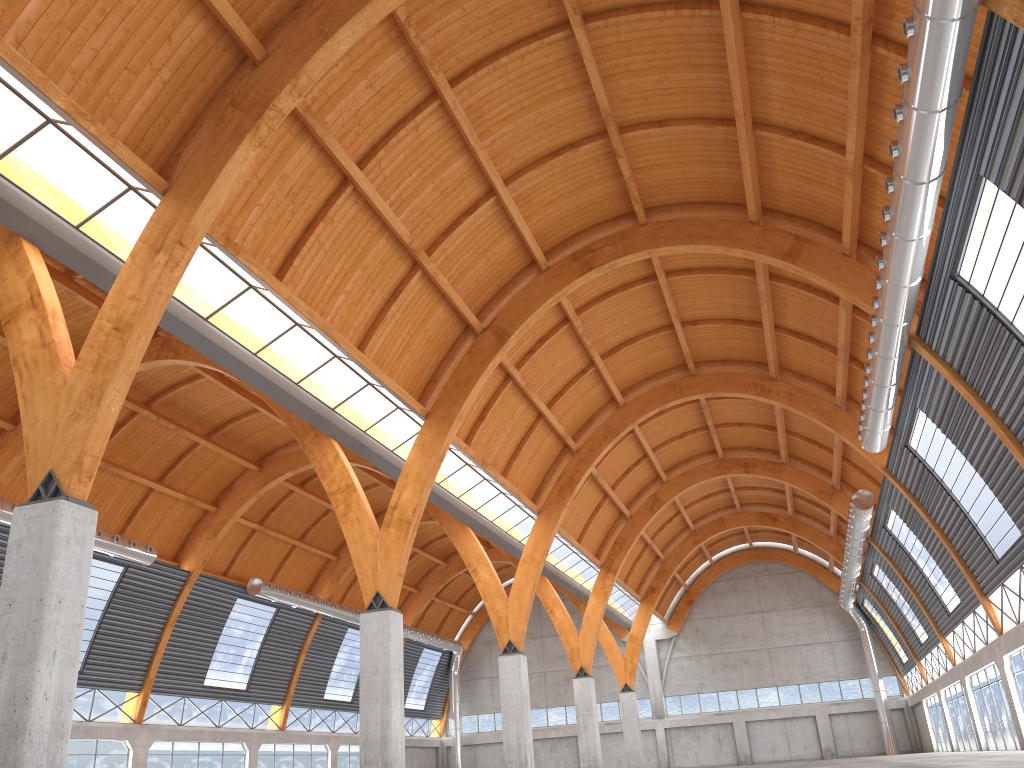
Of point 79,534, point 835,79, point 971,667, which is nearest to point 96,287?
point 79,534

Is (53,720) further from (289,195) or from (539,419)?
(539,419)

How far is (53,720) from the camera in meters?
17.9
